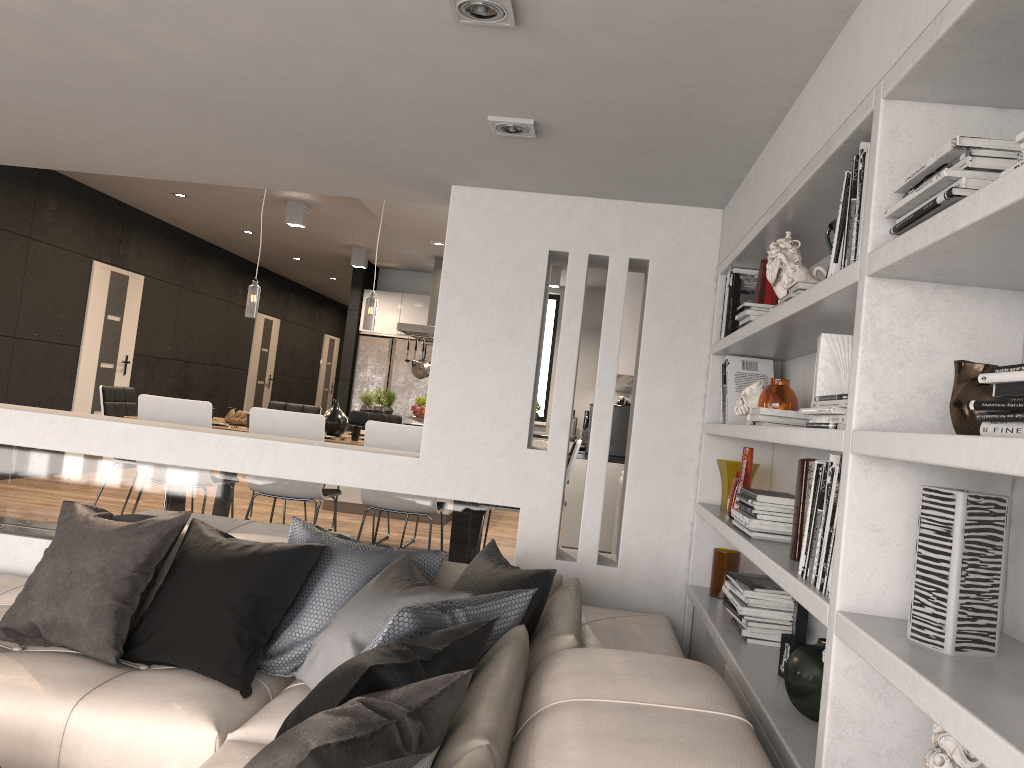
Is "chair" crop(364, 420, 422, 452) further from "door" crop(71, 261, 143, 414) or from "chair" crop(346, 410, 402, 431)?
"door" crop(71, 261, 143, 414)

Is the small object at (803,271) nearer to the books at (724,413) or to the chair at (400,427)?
the books at (724,413)

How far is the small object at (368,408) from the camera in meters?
8.8 m

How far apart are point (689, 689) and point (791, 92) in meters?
1.6 m

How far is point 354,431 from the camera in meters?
5.6

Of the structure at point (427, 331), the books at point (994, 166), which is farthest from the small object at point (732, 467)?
the structure at point (427, 331)

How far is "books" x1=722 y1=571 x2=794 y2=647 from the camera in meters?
2.8

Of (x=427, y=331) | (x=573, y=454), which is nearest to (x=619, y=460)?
(x=573, y=454)

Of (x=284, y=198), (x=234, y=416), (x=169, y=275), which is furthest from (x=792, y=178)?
(x=169, y=275)

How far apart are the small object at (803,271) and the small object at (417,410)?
3.3m
